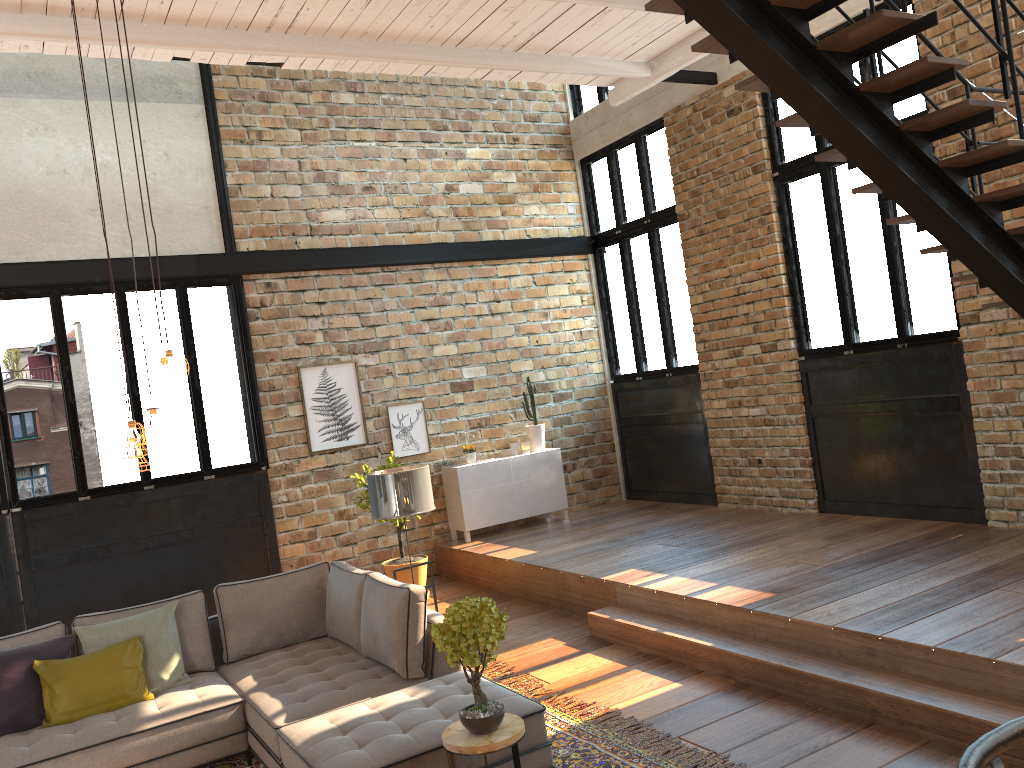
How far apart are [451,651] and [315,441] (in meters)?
5.53

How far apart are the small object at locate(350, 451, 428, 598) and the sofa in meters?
2.3 m

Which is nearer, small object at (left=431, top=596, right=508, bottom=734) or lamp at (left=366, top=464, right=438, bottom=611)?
small object at (left=431, top=596, right=508, bottom=734)

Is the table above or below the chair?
below

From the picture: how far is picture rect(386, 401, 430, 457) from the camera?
9.3 meters

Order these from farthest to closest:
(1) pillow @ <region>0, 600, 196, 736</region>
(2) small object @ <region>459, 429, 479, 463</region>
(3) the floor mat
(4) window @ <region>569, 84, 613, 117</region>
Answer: (4) window @ <region>569, 84, 613, 117</region> < (2) small object @ <region>459, 429, 479, 463</region> < (1) pillow @ <region>0, 600, 196, 736</region> < (3) the floor mat

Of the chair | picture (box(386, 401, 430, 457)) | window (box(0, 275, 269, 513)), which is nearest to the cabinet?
picture (box(386, 401, 430, 457))

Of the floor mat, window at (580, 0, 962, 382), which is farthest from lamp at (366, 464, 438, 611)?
window at (580, 0, 962, 382)

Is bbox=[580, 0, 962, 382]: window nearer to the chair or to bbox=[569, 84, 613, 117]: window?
bbox=[569, 84, 613, 117]: window

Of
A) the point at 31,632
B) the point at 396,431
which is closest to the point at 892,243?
the point at 396,431
